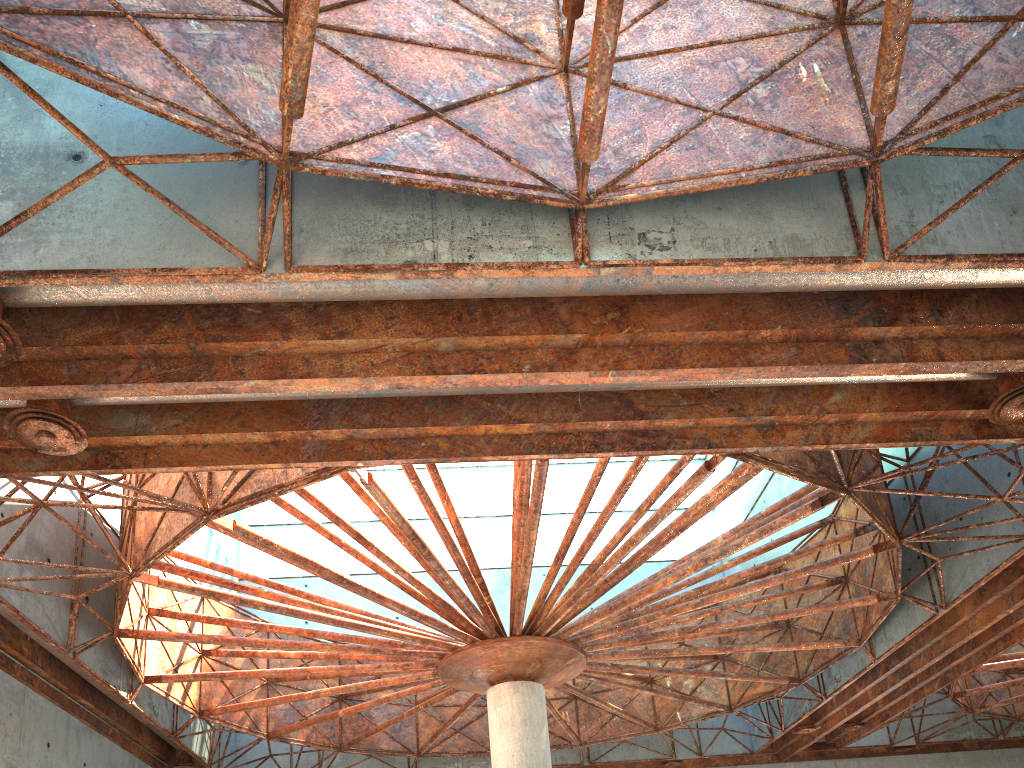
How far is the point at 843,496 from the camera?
19.7 meters

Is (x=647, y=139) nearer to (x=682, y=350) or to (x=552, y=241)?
(x=552, y=241)
